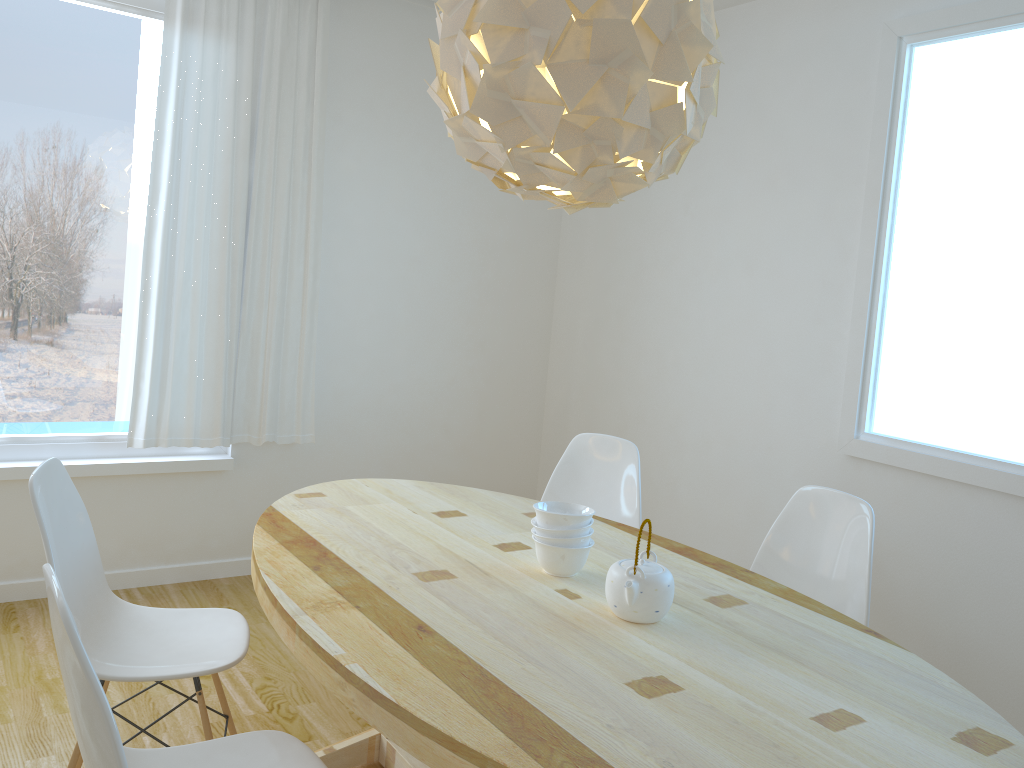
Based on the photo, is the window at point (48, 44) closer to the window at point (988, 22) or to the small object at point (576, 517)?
the small object at point (576, 517)

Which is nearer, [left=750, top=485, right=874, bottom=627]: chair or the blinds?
[left=750, top=485, right=874, bottom=627]: chair

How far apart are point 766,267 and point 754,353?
0.4m

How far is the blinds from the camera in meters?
3.6 m

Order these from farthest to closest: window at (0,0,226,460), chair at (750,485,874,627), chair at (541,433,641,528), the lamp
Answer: window at (0,0,226,460), chair at (541,433,641,528), chair at (750,485,874,627), the lamp

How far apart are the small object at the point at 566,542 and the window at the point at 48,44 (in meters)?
2.30

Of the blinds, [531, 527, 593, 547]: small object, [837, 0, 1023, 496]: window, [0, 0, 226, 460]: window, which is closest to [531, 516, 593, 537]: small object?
[531, 527, 593, 547]: small object

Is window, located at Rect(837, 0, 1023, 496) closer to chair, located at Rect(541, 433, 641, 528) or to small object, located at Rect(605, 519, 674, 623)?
chair, located at Rect(541, 433, 641, 528)

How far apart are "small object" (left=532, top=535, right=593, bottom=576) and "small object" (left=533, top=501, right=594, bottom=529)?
0.0m

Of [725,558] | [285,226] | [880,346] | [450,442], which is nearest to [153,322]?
[285,226]
